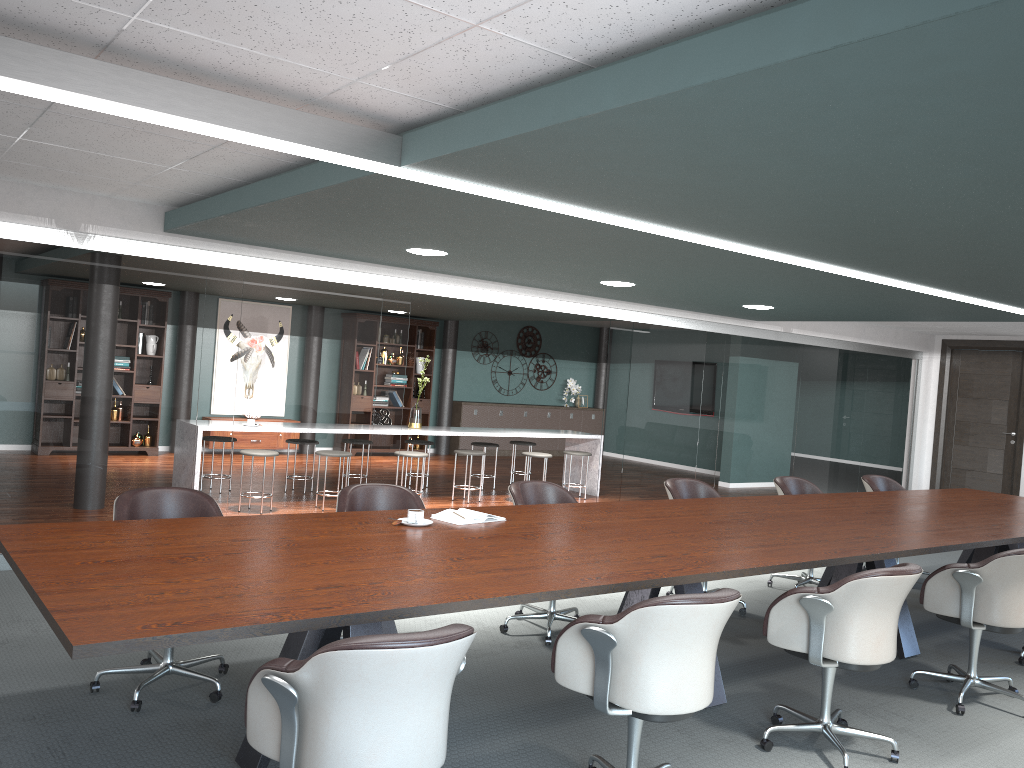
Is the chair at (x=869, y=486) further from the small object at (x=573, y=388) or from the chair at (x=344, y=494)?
the small object at (x=573, y=388)

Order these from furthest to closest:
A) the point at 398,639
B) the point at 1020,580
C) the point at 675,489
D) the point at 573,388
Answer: the point at 573,388
the point at 675,489
the point at 1020,580
the point at 398,639

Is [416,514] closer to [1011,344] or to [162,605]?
[162,605]

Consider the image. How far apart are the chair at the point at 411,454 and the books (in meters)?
4.42

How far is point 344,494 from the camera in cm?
412

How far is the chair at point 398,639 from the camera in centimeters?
192cm

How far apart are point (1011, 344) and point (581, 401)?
6.7 meters

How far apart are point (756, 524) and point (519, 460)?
9.3 meters

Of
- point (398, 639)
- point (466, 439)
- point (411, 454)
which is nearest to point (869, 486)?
point (411, 454)

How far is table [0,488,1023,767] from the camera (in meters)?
2.21
